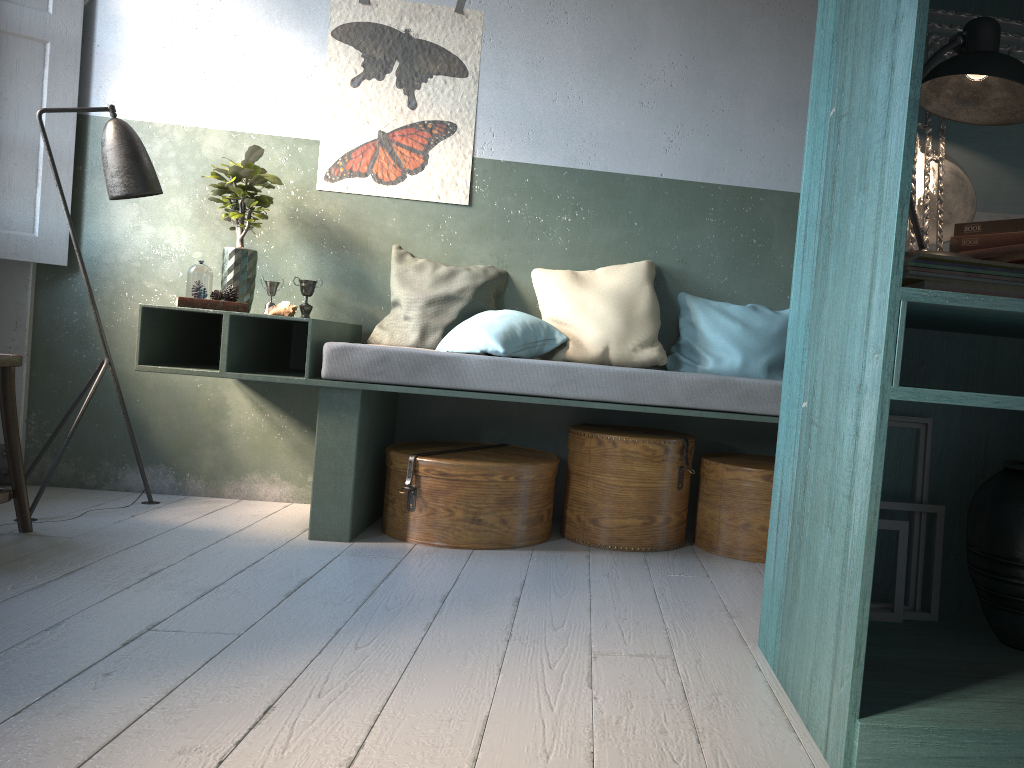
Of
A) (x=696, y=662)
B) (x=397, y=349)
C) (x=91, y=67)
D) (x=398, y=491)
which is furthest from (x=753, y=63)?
(x=91, y=67)

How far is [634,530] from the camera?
3.9 meters

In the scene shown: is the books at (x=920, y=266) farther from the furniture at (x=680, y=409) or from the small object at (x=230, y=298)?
the small object at (x=230, y=298)

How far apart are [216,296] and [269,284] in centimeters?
31cm

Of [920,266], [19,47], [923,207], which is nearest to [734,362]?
[923,207]

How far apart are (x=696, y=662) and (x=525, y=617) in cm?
61

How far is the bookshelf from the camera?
1.8 meters

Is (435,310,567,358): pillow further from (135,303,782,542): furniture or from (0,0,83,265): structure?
(0,0,83,265): structure

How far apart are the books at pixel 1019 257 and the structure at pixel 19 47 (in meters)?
4.30

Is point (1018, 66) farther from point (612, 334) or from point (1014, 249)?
point (612, 334)
